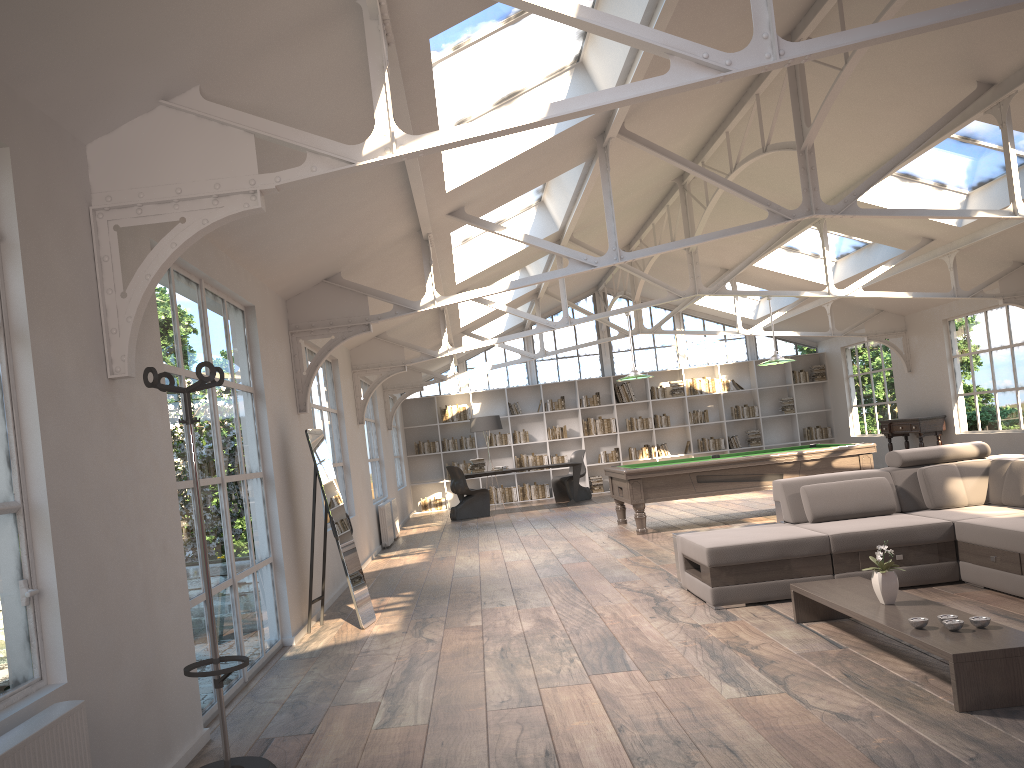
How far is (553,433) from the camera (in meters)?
17.94

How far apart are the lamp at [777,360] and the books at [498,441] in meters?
7.8

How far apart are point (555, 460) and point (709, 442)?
3.17m

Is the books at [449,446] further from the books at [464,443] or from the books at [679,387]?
the books at [679,387]

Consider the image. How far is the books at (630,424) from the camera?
18.0m

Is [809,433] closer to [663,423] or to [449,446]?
[663,423]

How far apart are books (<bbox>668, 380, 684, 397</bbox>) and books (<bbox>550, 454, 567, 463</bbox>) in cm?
260

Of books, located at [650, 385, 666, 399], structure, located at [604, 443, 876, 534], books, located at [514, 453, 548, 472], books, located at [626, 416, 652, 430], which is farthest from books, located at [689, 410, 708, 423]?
structure, located at [604, 443, 876, 534]

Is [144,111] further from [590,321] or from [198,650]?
[590,321]

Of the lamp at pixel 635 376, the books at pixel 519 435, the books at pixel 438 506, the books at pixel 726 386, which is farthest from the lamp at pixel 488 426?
the lamp at pixel 635 376
